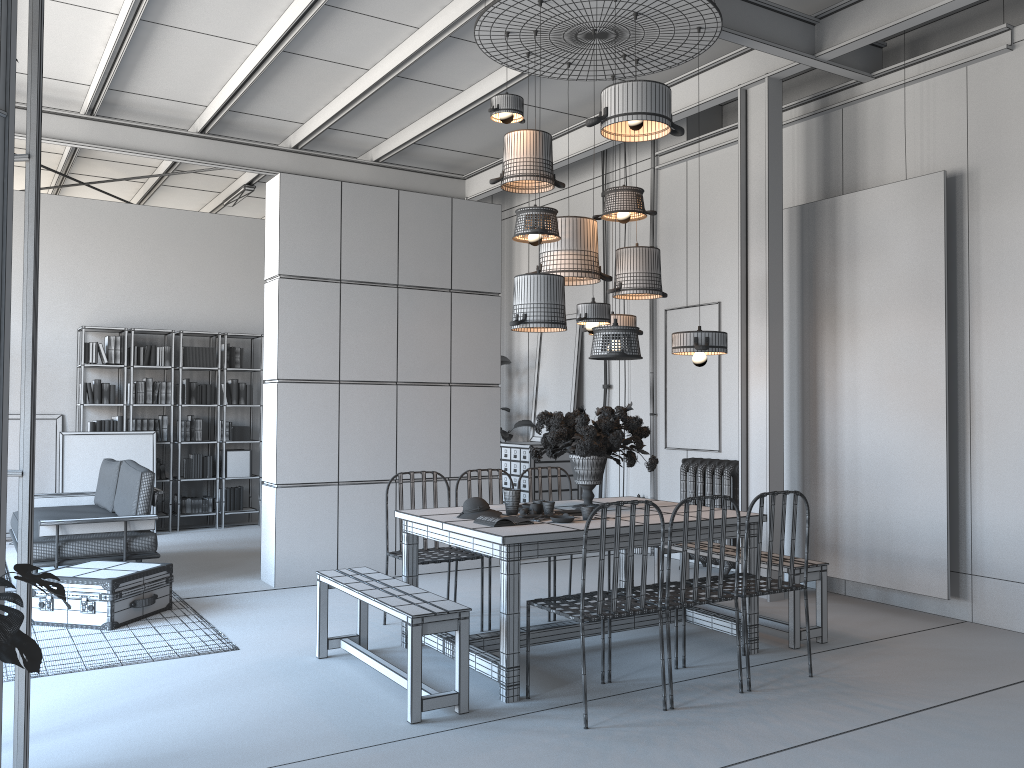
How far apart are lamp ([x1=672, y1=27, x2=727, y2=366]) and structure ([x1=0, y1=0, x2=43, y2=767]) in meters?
3.3 m

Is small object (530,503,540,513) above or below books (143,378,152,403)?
below

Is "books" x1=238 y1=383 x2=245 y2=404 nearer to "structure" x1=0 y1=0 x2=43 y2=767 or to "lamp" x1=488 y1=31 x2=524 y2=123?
"lamp" x1=488 y1=31 x2=524 y2=123

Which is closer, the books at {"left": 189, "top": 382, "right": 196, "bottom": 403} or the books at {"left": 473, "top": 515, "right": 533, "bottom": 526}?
the books at {"left": 473, "top": 515, "right": 533, "bottom": 526}

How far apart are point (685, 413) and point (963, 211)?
3.02m

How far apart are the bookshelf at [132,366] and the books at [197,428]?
0.9m

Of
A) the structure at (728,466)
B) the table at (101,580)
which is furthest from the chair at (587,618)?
the structure at (728,466)

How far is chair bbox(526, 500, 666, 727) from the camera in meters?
3.9

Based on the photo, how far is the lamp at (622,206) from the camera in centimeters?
553cm

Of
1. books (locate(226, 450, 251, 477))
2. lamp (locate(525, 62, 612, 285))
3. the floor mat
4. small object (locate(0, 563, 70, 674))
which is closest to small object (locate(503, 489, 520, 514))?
lamp (locate(525, 62, 612, 285))
